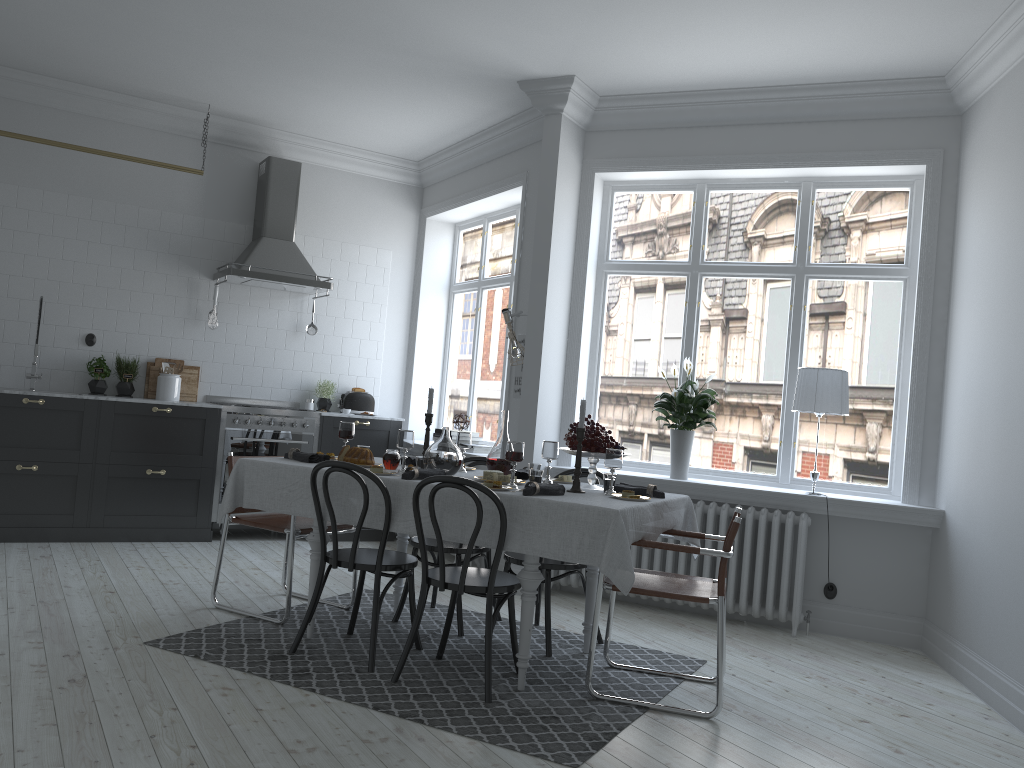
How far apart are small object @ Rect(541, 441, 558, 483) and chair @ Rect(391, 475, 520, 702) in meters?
0.6

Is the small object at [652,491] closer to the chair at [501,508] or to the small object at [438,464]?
the chair at [501,508]

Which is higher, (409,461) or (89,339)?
(89,339)

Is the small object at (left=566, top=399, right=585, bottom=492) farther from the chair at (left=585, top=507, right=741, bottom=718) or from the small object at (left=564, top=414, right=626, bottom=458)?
the chair at (left=585, top=507, right=741, bottom=718)

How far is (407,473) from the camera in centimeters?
401cm

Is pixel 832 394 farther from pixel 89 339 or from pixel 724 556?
pixel 89 339

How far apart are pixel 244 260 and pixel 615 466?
4.10m

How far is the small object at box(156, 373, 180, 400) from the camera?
6.9 meters

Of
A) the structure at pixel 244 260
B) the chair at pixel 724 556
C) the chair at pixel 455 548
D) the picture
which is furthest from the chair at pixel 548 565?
the structure at pixel 244 260

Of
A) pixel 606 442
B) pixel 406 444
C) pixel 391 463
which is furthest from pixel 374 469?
pixel 606 442
